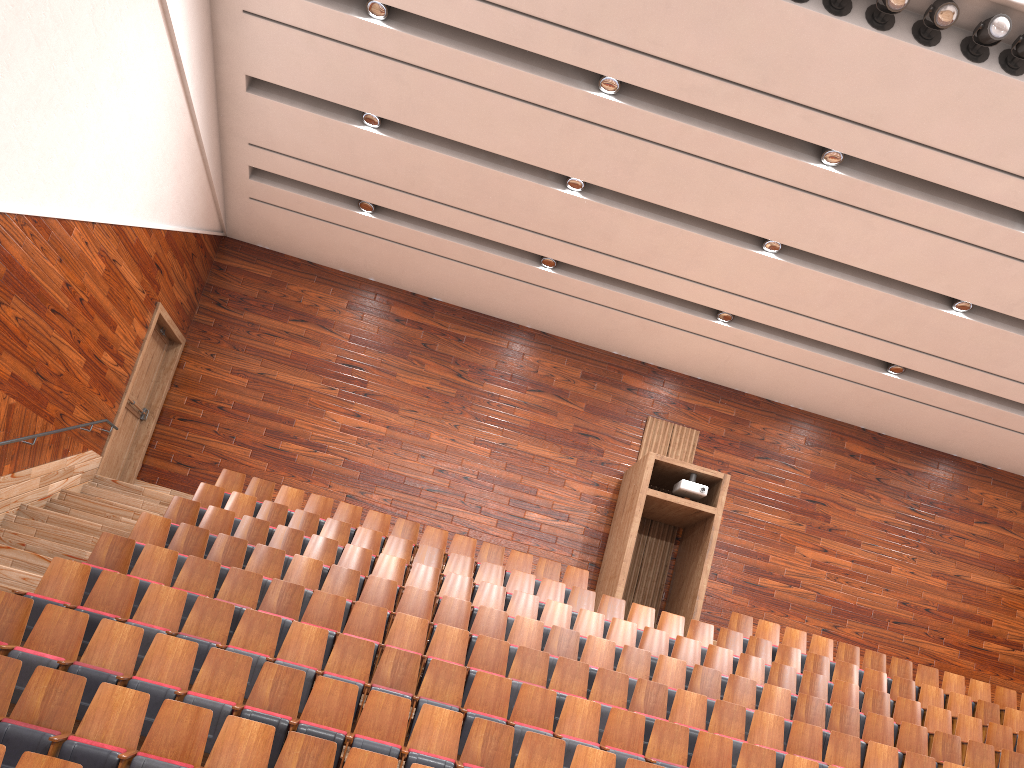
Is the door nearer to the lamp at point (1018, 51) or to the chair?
the chair

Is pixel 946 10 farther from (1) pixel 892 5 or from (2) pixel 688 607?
(2) pixel 688 607

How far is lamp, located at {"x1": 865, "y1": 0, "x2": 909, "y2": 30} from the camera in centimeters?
85cm

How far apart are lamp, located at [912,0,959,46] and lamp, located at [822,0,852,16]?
0.1 meters

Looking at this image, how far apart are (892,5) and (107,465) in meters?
1.1

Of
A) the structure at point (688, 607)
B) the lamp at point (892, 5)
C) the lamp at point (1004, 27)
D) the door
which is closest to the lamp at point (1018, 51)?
the lamp at point (1004, 27)

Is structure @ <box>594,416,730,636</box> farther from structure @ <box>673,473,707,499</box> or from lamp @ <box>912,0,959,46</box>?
lamp @ <box>912,0,959,46</box>

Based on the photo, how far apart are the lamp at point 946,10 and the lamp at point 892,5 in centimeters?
3cm

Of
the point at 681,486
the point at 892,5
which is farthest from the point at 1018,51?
the point at 681,486

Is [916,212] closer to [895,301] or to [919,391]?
[895,301]
